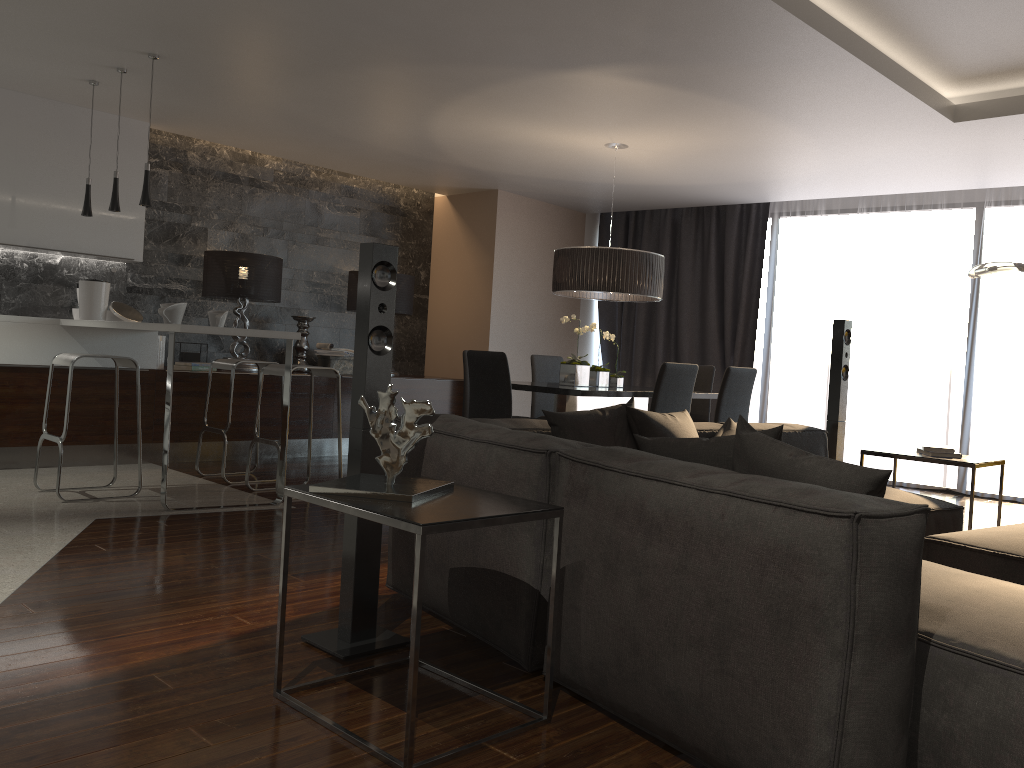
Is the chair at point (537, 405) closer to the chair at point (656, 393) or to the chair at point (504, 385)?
the chair at point (504, 385)

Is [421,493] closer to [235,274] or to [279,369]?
[279,369]

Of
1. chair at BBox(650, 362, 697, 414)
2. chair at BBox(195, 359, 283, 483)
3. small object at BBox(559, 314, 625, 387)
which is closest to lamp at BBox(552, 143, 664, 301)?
small object at BBox(559, 314, 625, 387)

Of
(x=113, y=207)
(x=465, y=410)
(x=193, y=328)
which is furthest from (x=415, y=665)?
(x=465, y=410)

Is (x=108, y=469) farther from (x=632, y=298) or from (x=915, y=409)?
(x=915, y=409)

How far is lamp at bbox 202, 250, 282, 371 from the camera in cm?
710

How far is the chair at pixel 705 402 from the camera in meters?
6.9

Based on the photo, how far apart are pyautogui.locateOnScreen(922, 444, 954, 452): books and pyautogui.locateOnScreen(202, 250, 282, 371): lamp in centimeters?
505cm

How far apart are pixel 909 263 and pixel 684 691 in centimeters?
645cm

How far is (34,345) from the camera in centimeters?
604cm
